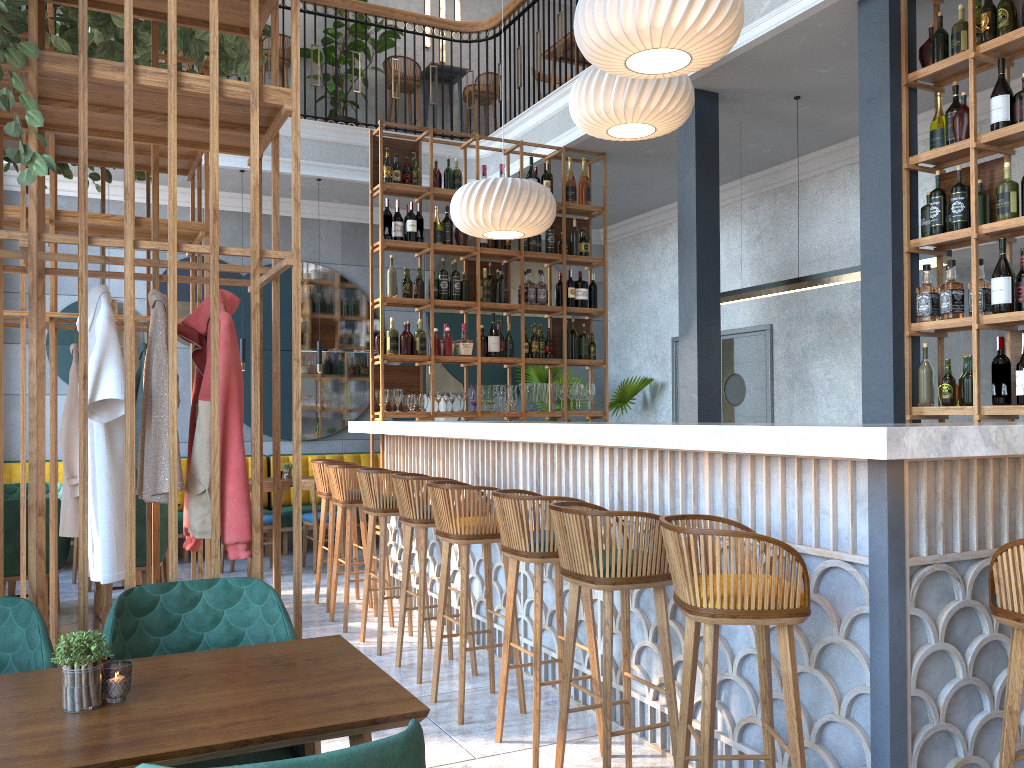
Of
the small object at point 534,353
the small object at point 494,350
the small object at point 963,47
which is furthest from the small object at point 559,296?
the small object at point 963,47

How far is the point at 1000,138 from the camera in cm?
413

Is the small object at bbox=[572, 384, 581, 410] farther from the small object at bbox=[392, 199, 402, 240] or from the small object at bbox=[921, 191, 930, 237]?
the small object at bbox=[921, 191, 930, 237]

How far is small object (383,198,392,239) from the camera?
6.6 meters

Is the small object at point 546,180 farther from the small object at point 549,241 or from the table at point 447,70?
the table at point 447,70

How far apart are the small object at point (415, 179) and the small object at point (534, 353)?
1.5m

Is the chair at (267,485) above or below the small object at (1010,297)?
below

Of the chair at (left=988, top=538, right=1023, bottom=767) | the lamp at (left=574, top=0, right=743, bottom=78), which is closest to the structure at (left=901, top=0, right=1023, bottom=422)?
the lamp at (left=574, top=0, right=743, bottom=78)

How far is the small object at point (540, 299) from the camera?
7.17m

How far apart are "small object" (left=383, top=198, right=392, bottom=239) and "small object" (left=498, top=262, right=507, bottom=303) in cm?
97
